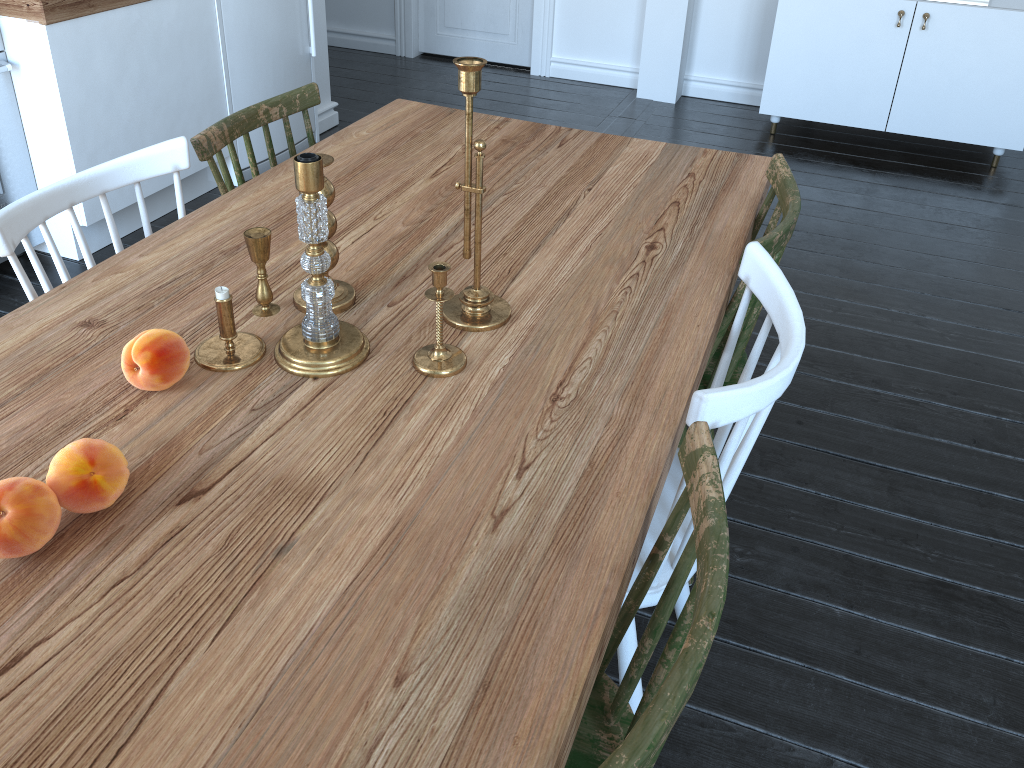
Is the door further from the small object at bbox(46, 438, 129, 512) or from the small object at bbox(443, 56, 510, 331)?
the small object at bbox(46, 438, 129, 512)

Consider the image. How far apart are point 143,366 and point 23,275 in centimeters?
42cm

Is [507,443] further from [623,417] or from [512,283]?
[512,283]

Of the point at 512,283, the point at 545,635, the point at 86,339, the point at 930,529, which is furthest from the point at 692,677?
the point at 930,529

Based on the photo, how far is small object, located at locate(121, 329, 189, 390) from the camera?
1.2m

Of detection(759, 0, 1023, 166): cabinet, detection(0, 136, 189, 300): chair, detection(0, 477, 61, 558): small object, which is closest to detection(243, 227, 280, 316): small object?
detection(0, 136, 189, 300): chair

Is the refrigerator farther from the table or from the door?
the door

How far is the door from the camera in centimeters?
507cm

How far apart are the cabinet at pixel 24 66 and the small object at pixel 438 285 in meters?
2.0 m

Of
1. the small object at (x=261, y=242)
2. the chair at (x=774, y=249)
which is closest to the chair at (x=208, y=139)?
the small object at (x=261, y=242)
